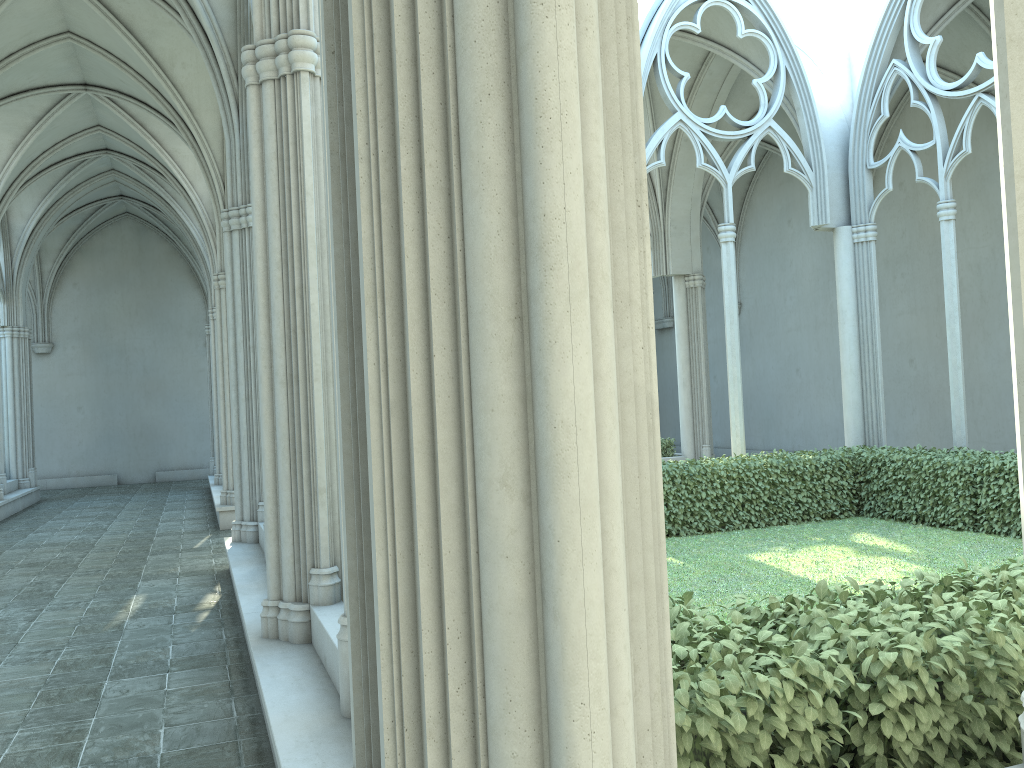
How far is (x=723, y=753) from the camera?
2.7m

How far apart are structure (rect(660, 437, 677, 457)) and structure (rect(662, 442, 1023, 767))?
5.3m

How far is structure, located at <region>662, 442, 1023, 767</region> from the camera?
2.7m

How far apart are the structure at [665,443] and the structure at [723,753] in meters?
5.3 m

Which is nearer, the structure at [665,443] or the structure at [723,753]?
the structure at [723,753]

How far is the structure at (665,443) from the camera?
17.3m

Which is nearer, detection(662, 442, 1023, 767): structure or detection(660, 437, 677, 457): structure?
detection(662, 442, 1023, 767): structure

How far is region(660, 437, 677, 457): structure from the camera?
17.3m
